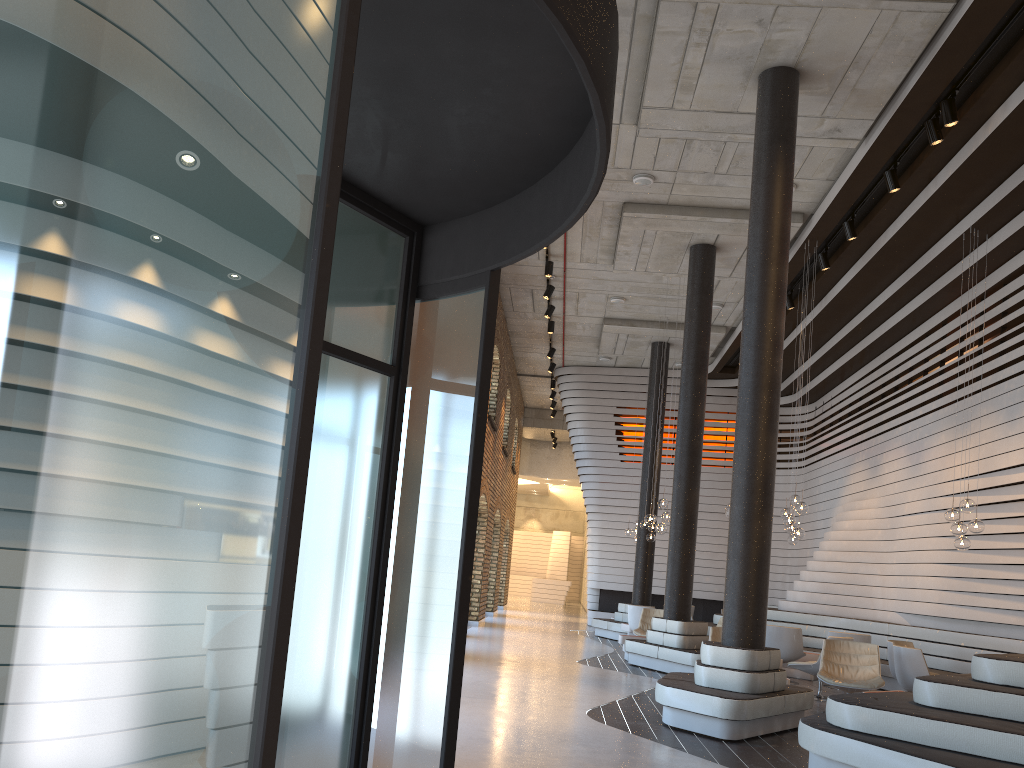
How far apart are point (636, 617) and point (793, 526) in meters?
4.5

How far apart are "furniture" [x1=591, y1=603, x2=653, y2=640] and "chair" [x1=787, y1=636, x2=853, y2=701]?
6.4 meters

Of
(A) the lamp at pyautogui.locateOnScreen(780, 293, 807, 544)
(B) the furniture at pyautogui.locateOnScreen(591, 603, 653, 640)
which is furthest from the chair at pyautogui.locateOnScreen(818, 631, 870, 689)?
(B) the furniture at pyautogui.locateOnScreen(591, 603, 653, 640)

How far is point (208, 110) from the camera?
1.38m

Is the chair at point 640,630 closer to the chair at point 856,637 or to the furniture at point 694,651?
the furniture at point 694,651

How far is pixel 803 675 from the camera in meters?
12.4

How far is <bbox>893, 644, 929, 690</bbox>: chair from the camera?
9.1 meters

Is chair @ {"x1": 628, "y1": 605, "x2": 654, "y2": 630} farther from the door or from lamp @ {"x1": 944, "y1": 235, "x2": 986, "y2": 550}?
the door

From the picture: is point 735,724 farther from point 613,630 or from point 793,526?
point 613,630

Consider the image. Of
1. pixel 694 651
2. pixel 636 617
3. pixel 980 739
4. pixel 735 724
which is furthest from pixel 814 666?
pixel 980 739
